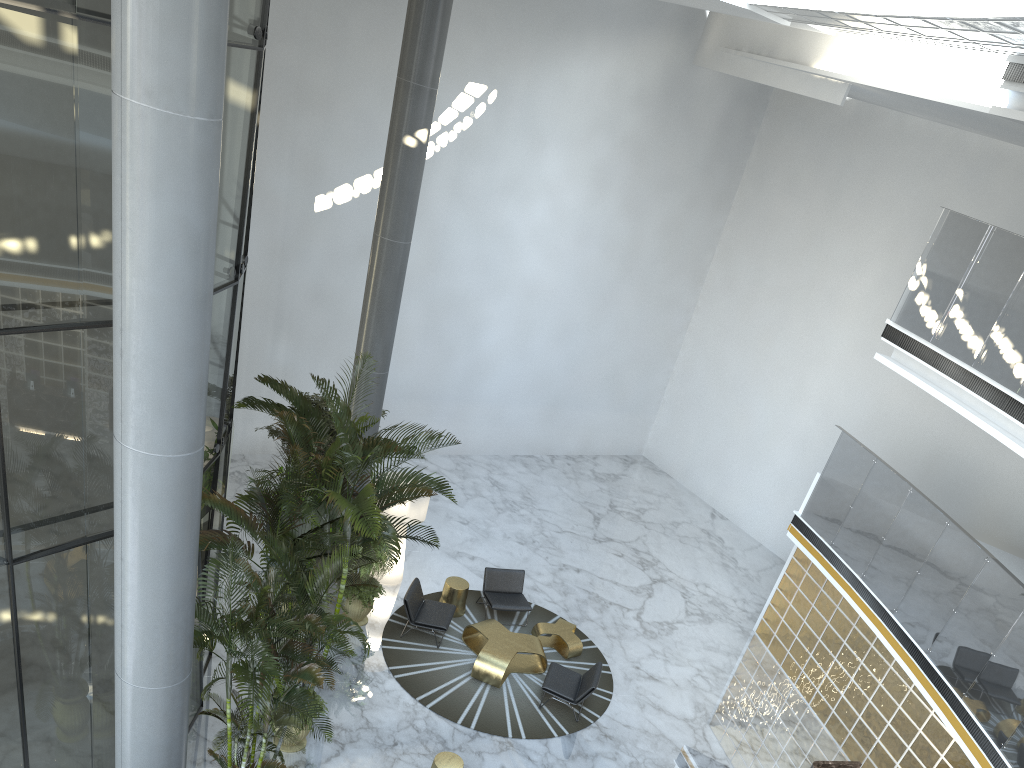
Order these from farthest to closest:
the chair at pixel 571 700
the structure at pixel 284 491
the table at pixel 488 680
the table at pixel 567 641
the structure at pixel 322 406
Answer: the structure at pixel 322 406
the table at pixel 567 641
the table at pixel 488 680
the chair at pixel 571 700
the structure at pixel 284 491

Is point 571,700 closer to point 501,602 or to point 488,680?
point 488,680

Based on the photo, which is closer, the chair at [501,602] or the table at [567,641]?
the table at [567,641]

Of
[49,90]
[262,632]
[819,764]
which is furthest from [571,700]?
[49,90]

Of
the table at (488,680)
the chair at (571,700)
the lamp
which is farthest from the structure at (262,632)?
the lamp

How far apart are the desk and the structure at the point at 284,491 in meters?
6.0 m

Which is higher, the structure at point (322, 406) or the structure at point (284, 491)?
the structure at point (284, 491)

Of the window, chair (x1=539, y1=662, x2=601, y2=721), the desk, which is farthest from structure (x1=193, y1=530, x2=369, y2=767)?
the desk

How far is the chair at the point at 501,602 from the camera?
12.55m

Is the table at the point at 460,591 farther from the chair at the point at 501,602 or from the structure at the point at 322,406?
the structure at the point at 322,406
